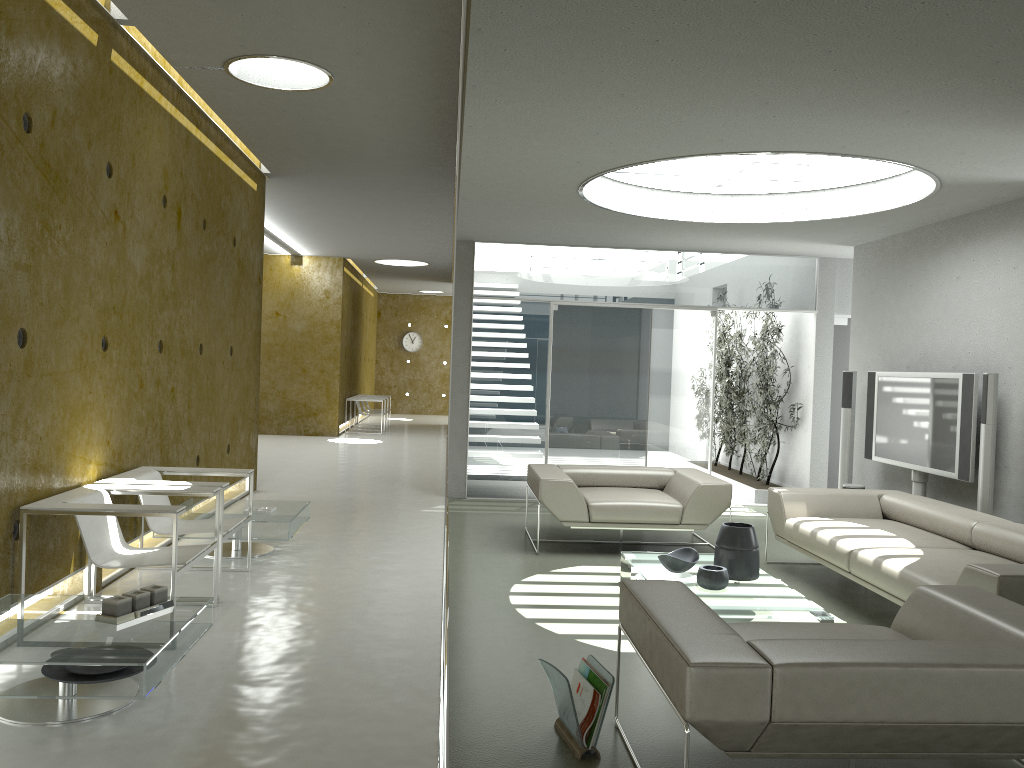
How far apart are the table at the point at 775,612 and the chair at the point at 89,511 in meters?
2.4 m

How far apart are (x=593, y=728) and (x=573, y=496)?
3.5 meters

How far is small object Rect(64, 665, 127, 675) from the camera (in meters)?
3.35

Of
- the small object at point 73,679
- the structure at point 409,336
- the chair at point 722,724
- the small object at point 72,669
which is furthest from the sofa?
the structure at point 409,336

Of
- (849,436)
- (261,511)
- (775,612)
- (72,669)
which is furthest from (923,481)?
(72,669)

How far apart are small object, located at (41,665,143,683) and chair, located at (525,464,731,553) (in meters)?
→ 3.63

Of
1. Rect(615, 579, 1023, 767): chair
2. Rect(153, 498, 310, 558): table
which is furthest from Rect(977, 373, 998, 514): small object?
Rect(153, 498, 310, 558): table

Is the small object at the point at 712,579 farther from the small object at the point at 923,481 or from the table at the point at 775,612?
the small object at the point at 923,481

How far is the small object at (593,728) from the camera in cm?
318

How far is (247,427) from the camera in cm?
889
